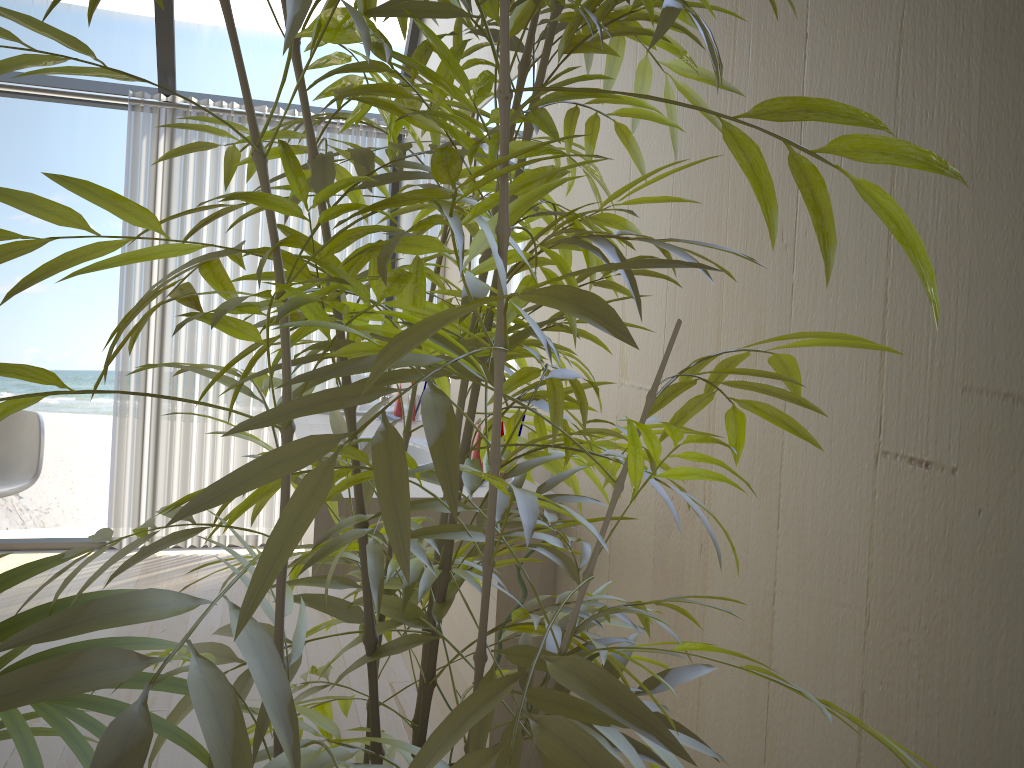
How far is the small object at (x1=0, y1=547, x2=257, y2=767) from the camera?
0.61m

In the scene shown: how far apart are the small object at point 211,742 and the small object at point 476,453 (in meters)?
1.03

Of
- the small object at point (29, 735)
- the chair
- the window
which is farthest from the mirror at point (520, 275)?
the chair

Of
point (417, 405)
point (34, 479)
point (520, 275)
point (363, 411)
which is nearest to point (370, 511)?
point (520, 275)

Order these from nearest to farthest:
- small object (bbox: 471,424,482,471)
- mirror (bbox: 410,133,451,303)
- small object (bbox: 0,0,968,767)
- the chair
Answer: small object (bbox: 0,0,968,767) < small object (bbox: 471,424,482,471) < mirror (bbox: 410,133,451,303) < the chair

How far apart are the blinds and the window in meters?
0.1 m

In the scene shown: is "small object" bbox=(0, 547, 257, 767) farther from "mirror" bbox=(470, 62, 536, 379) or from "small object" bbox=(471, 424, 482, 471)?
"mirror" bbox=(470, 62, 536, 379)

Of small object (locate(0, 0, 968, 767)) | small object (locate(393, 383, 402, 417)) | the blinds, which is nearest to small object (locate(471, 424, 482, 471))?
small object (locate(0, 0, 968, 767))

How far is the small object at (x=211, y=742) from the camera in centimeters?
45cm

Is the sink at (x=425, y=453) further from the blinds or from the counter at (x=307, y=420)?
the blinds
